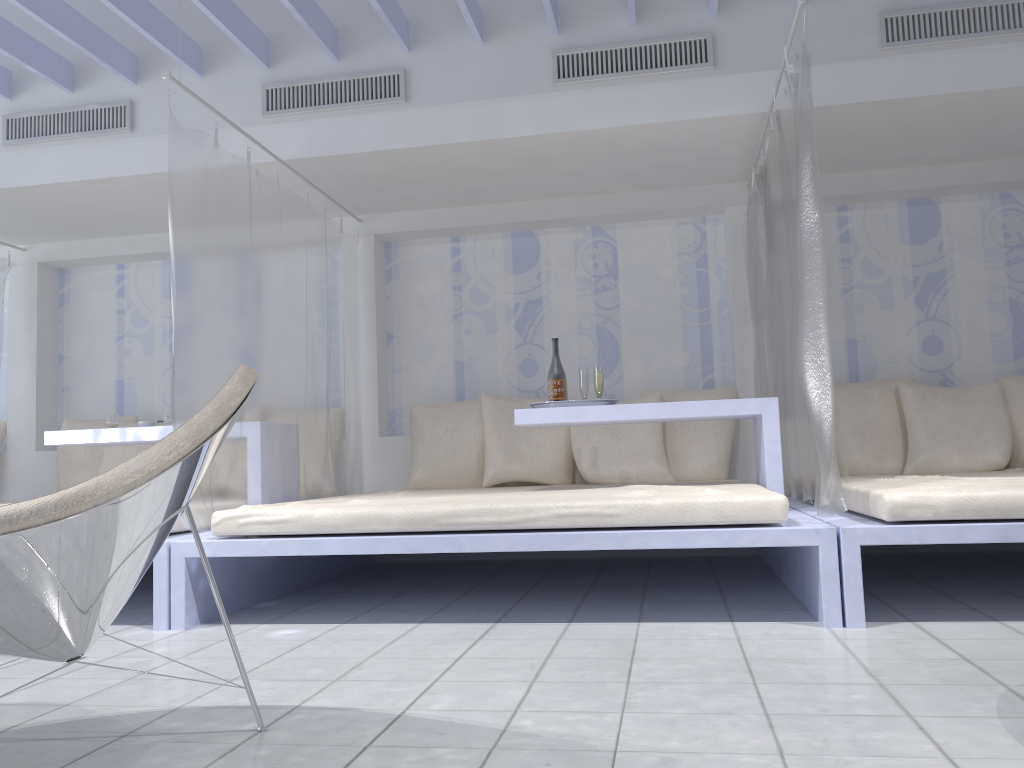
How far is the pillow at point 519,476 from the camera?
4.68m

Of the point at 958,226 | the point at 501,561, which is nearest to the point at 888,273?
the point at 958,226

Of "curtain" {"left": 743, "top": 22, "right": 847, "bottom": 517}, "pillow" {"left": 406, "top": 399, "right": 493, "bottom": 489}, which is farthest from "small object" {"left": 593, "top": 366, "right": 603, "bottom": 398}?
"pillow" {"left": 406, "top": 399, "right": 493, "bottom": 489}

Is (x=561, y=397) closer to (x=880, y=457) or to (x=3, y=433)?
(x=880, y=457)

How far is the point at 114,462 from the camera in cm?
510

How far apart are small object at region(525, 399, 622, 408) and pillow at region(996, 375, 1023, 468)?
2.22m

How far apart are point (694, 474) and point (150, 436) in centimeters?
264cm

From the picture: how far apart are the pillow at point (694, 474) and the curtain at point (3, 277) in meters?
4.0 m

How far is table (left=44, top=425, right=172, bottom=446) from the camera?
4.0 meters

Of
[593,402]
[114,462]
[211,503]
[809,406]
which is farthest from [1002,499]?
[114,462]
